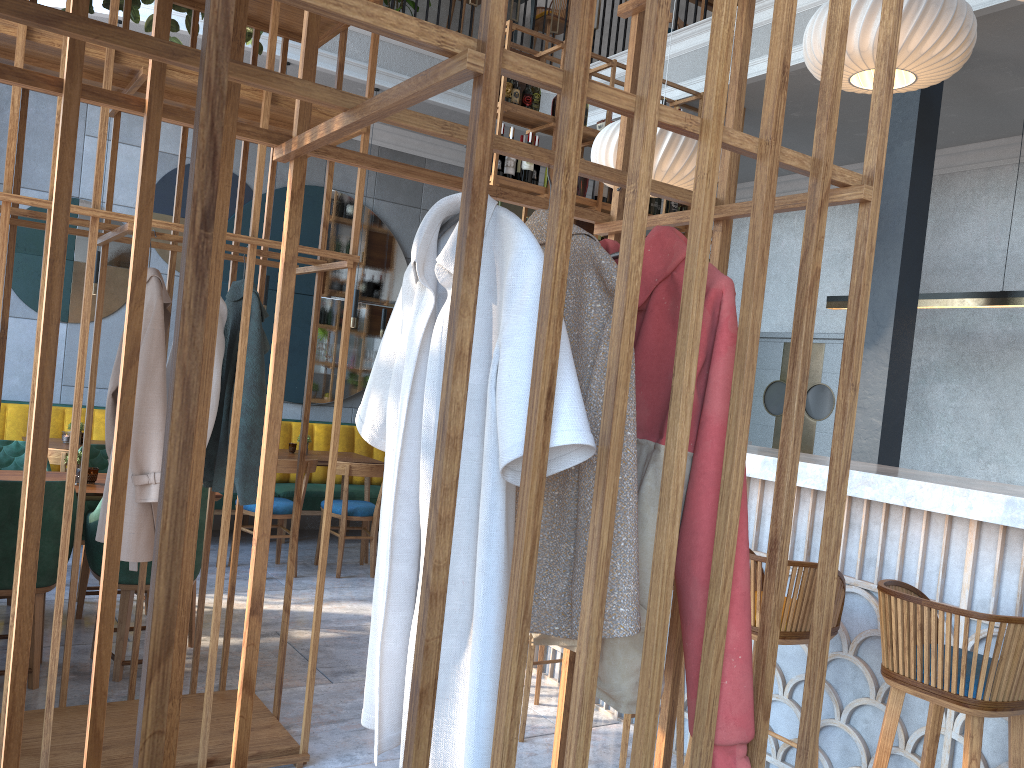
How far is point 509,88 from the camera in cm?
524

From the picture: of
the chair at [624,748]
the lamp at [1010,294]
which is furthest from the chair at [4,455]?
the lamp at [1010,294]

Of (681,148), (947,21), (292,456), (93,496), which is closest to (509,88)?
(681,148)

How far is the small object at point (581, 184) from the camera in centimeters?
553cm

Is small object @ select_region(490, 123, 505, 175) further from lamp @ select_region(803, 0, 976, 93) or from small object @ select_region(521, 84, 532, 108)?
lamp @ select_region(803, 0, 976, 93)

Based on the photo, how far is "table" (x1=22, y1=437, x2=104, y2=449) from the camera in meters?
5.5

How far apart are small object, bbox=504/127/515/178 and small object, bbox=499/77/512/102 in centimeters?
36cm

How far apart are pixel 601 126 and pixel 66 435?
4.0 meters

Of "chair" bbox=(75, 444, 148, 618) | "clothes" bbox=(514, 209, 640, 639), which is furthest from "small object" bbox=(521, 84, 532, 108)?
"clothes" bbox=(514, 209, 640, 639)

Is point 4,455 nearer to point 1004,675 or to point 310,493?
point 310,493
